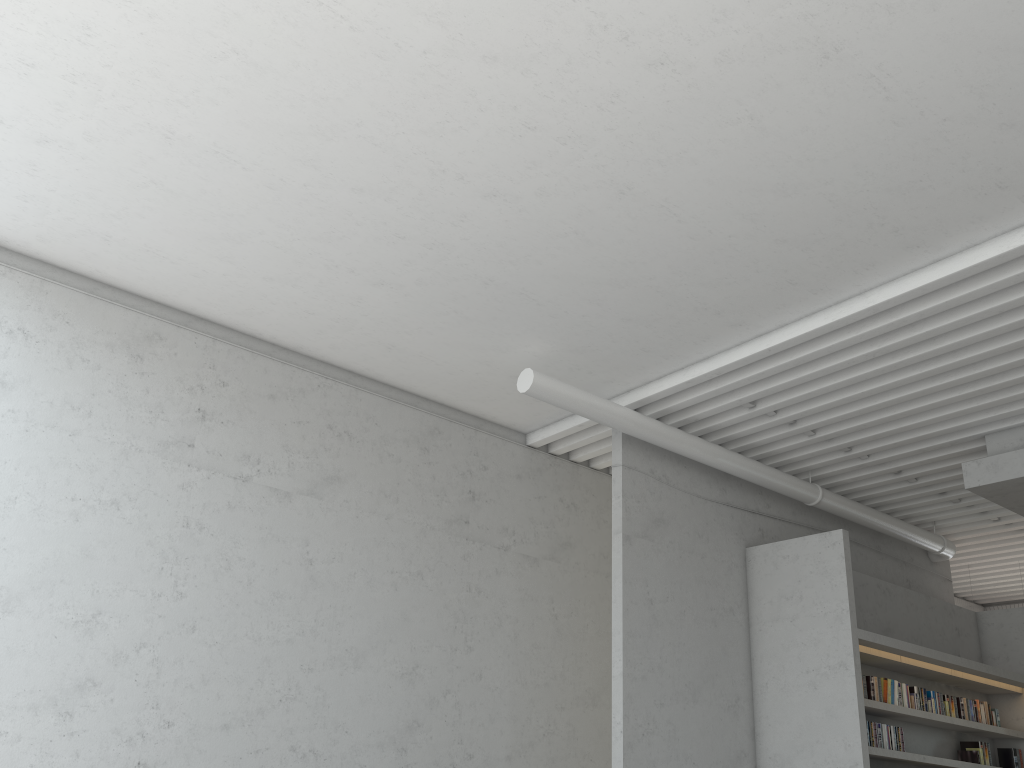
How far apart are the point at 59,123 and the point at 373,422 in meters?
3.2 m

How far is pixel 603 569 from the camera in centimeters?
812cm
